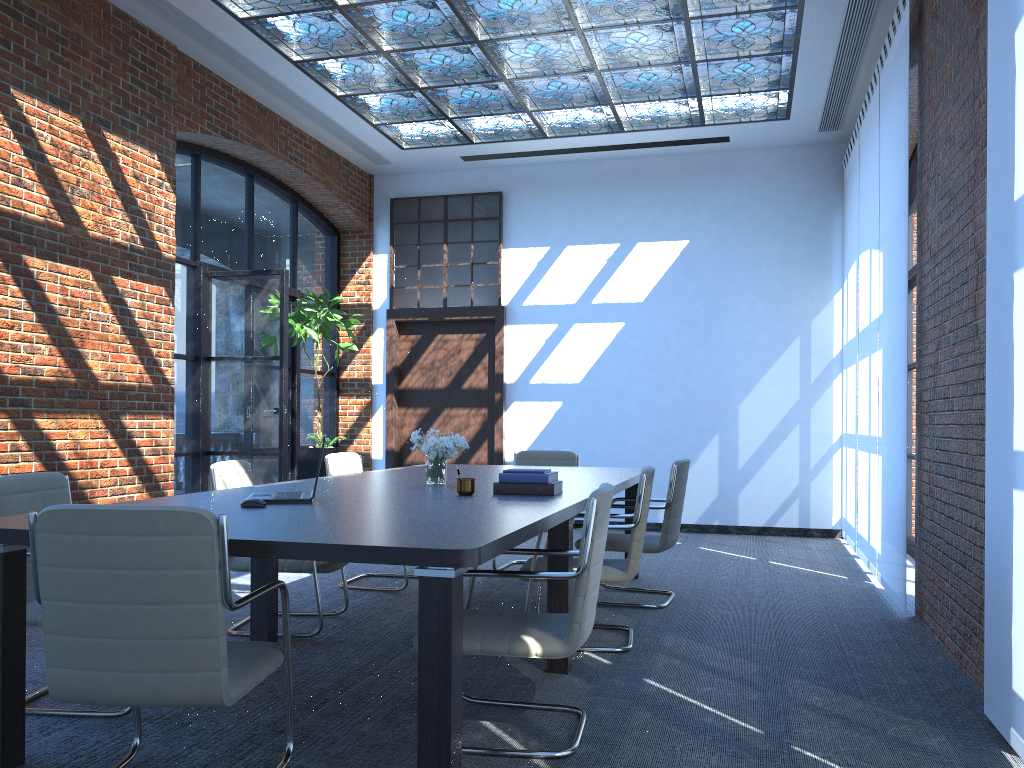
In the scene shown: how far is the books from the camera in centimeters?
412cm

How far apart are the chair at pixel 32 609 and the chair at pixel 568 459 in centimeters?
387cm

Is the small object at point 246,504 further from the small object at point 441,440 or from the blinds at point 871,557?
the blinds at point 871,557

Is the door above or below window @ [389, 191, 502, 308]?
below

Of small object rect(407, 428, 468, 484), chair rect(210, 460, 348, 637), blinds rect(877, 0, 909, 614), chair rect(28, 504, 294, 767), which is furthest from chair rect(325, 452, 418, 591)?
blinds rect(877, 0, 909, 614)

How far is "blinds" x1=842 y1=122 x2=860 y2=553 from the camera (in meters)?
7.93

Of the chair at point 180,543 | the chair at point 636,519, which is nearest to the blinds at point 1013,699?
the chair at point 636,519

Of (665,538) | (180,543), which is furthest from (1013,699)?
(180,543)

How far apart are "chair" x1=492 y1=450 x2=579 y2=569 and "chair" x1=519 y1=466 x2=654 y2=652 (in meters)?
2.34

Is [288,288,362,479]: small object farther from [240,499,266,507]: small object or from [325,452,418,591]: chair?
[240,499,266,507]: small object
